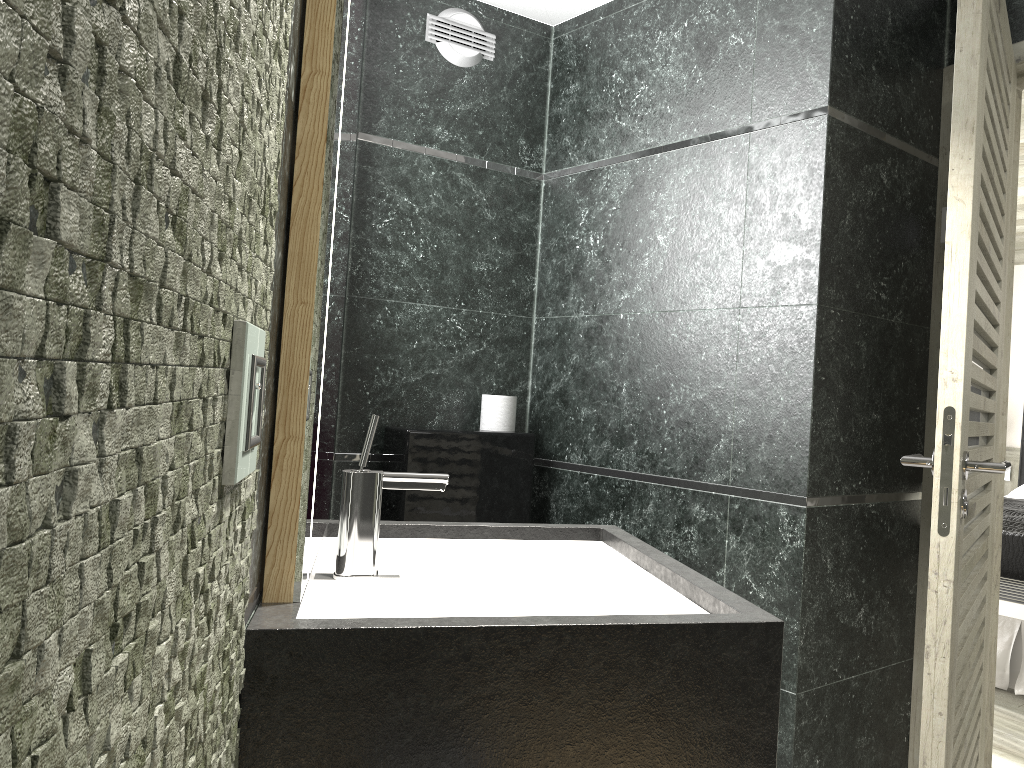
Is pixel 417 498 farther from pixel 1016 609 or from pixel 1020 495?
pixel 1020 495

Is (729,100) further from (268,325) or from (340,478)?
(268,325)

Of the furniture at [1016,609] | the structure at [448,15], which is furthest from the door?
the structure at [448,15]

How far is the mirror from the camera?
1.1 meters

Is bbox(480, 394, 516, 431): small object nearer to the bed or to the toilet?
the toilet

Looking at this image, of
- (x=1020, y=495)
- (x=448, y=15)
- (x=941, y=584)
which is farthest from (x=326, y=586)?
(x=1020, y=495)

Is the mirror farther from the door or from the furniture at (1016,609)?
the furniture at (1016,609)

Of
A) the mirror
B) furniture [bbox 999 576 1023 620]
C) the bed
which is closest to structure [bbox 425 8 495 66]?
the mirror

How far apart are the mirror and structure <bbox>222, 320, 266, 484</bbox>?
0.27m

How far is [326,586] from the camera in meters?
1.3 m
